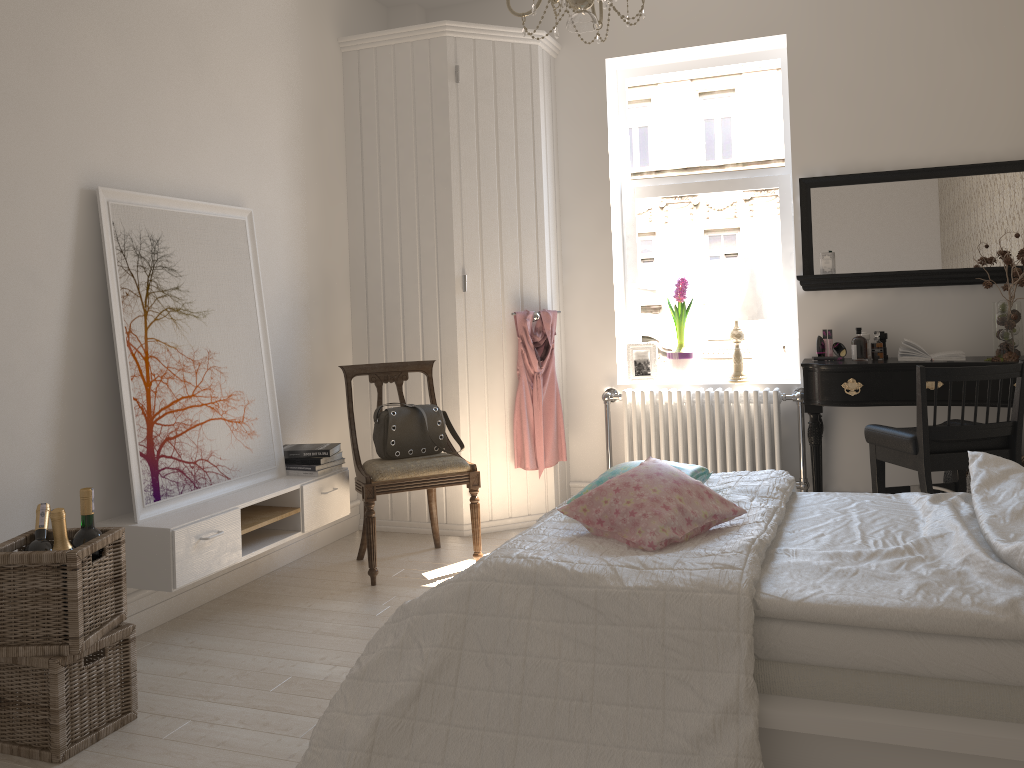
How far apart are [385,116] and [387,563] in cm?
222

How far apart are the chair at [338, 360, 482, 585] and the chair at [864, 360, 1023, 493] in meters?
1.7

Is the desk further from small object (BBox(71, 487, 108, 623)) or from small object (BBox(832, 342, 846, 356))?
small object (BBox(71, 487, 108, 623))

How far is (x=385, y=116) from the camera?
4.5 meters

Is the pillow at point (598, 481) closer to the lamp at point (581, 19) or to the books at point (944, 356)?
the lamp at point (581, 19)

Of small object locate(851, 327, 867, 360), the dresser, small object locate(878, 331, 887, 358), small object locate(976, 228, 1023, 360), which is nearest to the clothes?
the dresser

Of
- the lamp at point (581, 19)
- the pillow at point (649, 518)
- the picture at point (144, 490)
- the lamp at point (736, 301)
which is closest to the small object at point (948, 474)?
the lamp at point (736, 301)

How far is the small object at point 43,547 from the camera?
2.5m

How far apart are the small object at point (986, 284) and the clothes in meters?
2.0

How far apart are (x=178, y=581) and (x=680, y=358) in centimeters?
279cm
